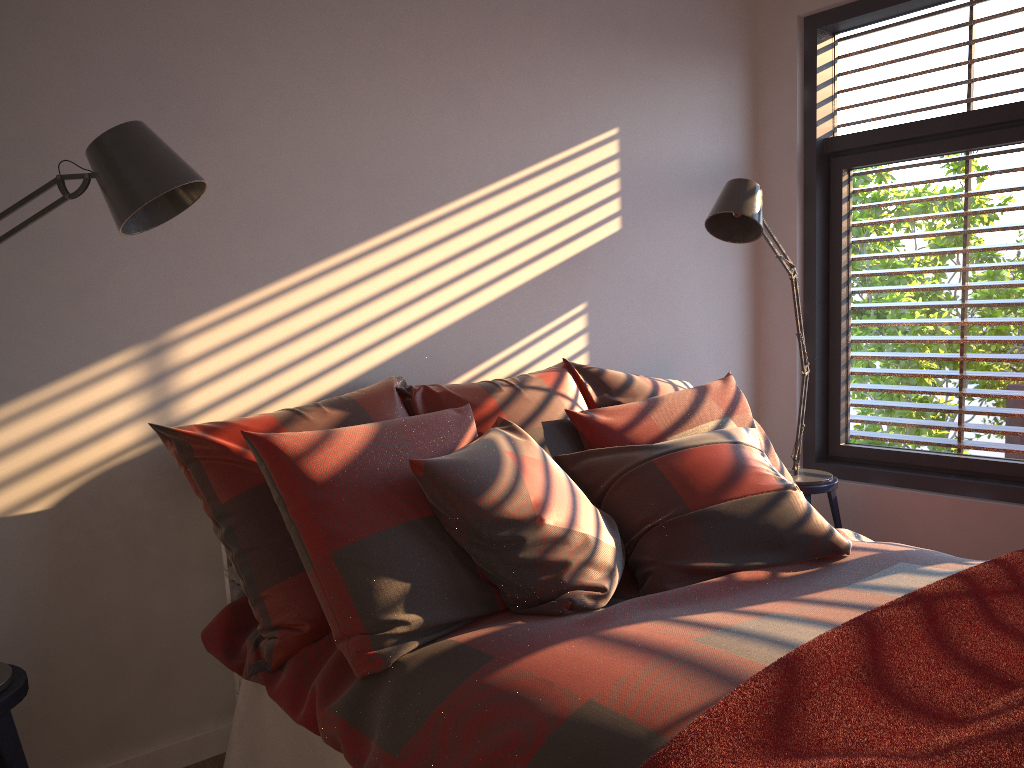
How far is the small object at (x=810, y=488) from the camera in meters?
3.4 m

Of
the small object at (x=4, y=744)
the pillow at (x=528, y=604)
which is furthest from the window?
the small object at (x=4, y=744)

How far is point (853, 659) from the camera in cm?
148

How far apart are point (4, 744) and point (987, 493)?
3.2 meters

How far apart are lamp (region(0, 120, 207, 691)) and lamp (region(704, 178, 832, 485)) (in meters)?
1.75

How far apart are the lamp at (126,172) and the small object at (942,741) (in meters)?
1.30

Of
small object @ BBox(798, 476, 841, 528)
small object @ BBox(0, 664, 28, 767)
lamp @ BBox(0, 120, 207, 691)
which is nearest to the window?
small object @ BBox(798, 476, 841, 528)

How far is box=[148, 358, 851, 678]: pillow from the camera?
2.0 meters

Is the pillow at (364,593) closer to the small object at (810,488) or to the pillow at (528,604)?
the pillow at (528,604)

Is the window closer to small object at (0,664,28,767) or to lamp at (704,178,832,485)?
lamp at (704,178,832,485)
